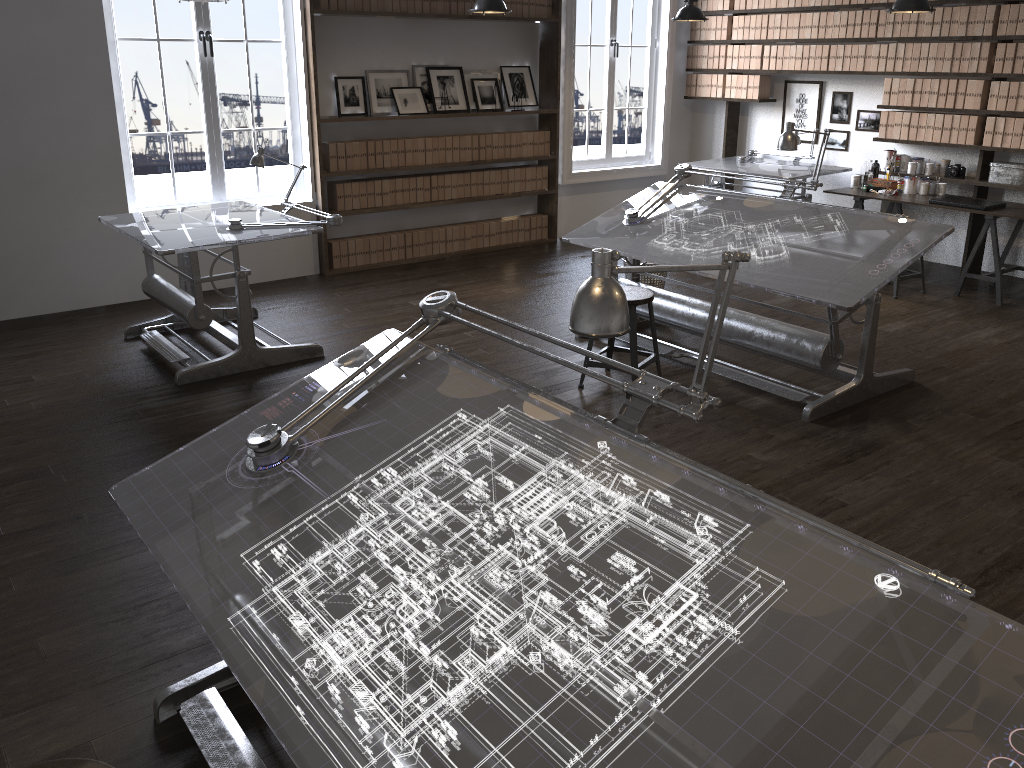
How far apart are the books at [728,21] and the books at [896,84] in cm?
187

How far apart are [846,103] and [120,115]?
6.1 meters

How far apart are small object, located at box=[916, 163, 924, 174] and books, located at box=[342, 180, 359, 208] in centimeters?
467cm

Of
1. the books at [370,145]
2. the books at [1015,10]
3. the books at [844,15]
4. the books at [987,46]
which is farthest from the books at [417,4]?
the books at [1015,10]

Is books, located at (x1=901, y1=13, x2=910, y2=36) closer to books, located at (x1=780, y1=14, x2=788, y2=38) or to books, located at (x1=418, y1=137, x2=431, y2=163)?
books, located at (x1=780, y1=14, x2=788, y2=38)

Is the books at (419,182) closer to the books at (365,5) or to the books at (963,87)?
the books at (365,5)

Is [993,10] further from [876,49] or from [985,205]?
[985,205]

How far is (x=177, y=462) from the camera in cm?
237

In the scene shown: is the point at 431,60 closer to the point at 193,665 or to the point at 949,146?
the point at 949,146

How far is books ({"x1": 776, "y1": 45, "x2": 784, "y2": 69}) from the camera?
8.1 meters
